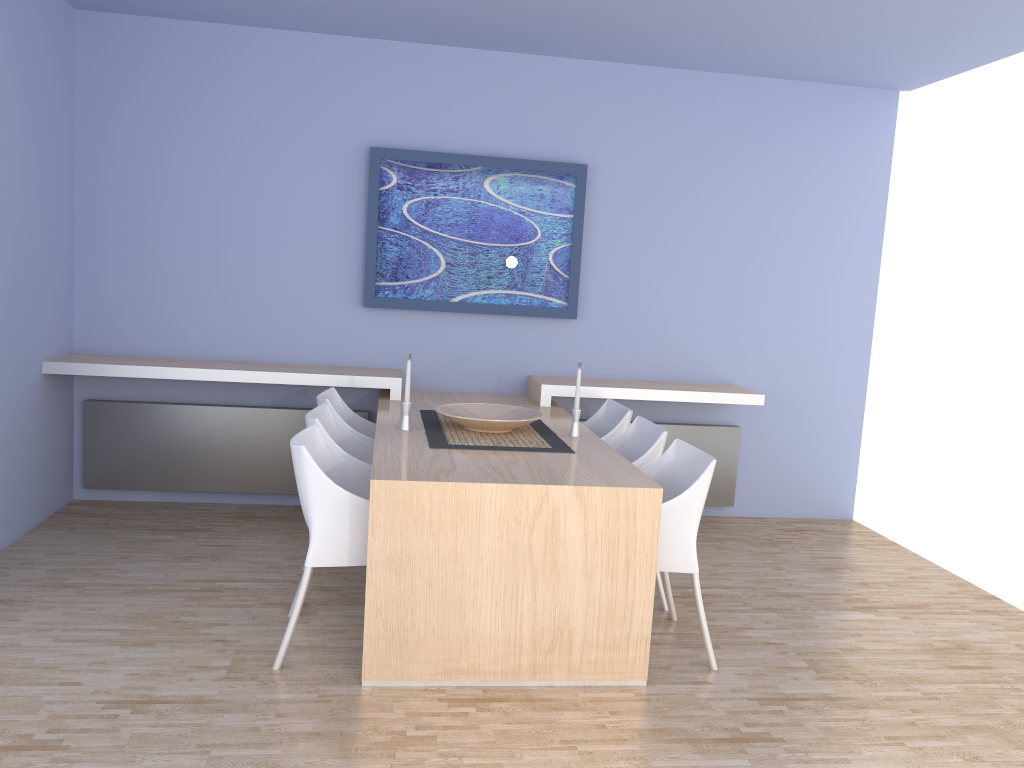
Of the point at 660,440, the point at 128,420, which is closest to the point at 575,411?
the point at 660,440

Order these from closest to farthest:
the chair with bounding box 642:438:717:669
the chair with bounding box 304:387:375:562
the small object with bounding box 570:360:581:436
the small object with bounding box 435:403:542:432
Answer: the chair with bounding box 642:438:717:669
the small object with bounding box 435:403:542:432
the small object with bounding box 570:360:581:436
the chair with bounding box 304:387:375:562

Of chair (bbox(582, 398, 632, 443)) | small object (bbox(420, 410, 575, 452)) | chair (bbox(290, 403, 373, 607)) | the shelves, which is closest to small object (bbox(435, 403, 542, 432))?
small object (bbox(420, 410, 575, 452))

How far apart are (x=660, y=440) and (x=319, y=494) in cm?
153

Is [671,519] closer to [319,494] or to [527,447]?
[527,447]

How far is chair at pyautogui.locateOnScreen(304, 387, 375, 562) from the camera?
4.21m

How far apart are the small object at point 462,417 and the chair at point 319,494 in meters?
0.5 m

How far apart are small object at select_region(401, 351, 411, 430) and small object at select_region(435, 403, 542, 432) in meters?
0.2 m

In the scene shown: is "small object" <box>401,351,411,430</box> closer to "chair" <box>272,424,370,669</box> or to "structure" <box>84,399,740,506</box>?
"chair" <box>272,424,370,669</box>

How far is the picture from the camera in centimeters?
505cm
